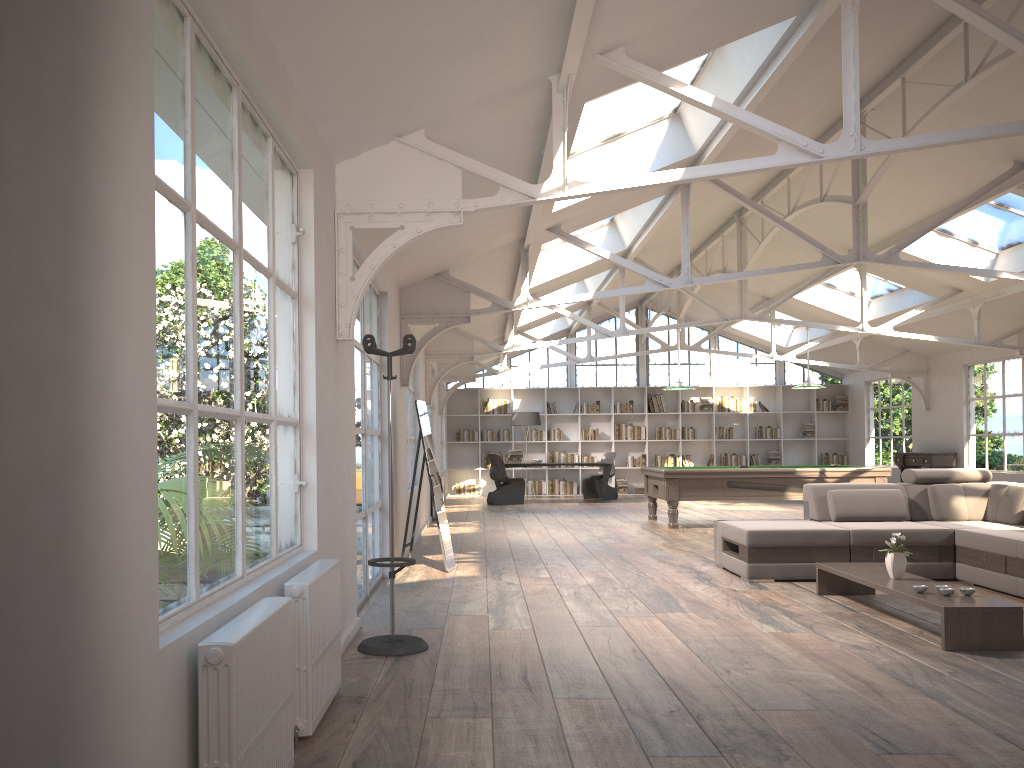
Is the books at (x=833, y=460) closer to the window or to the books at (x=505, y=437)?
the window

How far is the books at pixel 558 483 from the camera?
19.0m

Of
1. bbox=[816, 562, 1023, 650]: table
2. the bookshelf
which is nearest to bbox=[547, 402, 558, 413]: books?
the bookshelf

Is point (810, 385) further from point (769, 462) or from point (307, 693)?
point (307, 693)

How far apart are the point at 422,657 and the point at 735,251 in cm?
1110

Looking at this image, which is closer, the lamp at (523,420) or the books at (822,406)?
the lamp at (523,420)

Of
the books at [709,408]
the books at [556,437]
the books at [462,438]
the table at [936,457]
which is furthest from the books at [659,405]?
the table at [936,457]

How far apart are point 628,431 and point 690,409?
1.4m

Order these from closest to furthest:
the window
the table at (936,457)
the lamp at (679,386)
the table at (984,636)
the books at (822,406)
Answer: the table at (984,636)
the lamp at (679,386)
the table at (936,457)
the books at (822,406)
the window

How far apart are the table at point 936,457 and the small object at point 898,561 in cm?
1040
